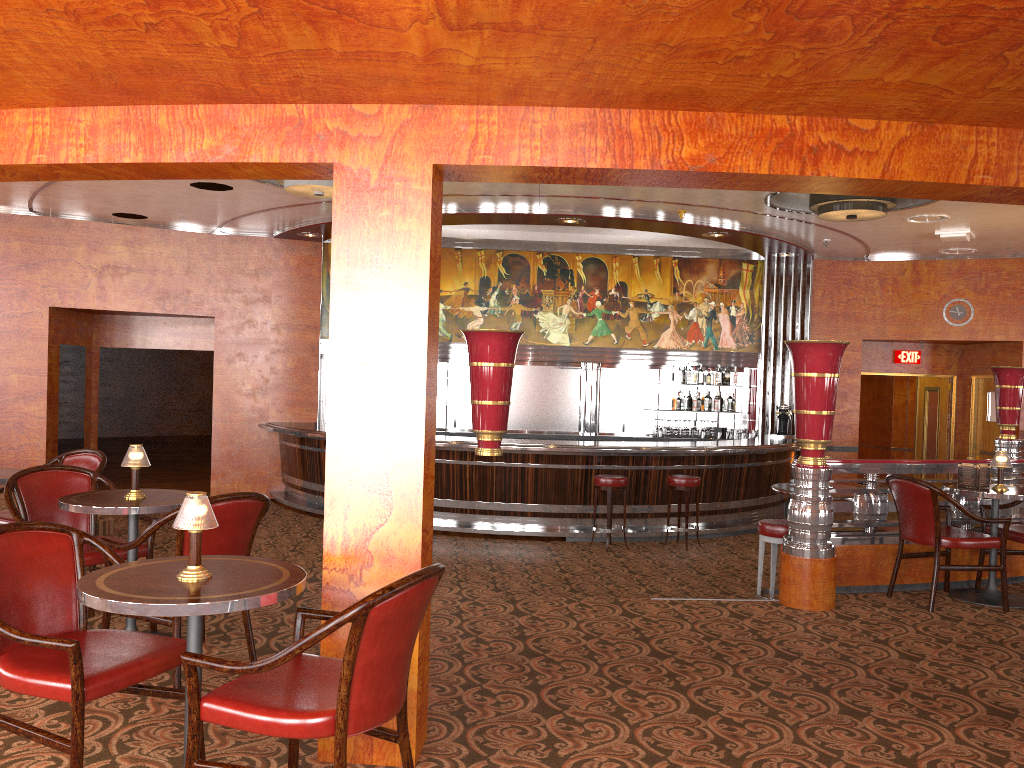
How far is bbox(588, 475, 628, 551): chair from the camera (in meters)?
9.06

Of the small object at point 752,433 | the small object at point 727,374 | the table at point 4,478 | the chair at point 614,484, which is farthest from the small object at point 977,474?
the small object at point 727,374

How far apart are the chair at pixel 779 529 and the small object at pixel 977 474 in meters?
1.2

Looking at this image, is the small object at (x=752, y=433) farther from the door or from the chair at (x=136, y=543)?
the chair at (x=136, y=543)

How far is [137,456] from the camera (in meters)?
4.15

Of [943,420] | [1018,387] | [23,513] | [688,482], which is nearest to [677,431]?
[688,482]

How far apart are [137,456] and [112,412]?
20.03m

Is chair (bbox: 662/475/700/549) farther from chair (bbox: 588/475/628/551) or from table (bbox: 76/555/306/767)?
table (bbox: 76/555/306/767)

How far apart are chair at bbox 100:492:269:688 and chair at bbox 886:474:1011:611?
3.8 meters

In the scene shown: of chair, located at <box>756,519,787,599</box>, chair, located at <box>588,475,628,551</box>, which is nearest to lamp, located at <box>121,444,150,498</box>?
chair, located at <box>756,519,787,599</box>
